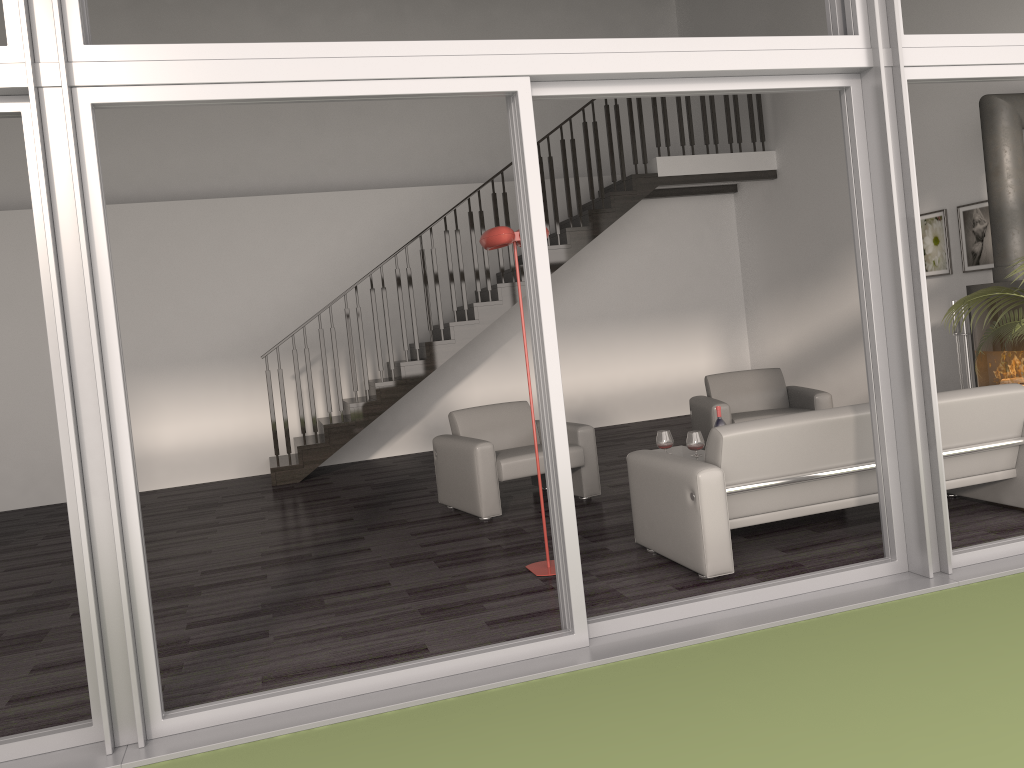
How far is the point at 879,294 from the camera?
3.87m

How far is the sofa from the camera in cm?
414

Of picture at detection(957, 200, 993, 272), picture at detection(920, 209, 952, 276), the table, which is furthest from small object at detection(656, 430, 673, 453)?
picture at detection(920, 209, 952, 276)

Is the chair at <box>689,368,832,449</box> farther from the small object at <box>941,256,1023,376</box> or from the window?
the window

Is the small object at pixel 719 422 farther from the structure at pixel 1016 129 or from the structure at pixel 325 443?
the structure at pixel 325 443

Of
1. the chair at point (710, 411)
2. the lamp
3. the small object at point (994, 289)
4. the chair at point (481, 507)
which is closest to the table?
the chair at point (481, 507)

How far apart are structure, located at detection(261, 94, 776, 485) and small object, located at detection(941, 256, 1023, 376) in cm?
439

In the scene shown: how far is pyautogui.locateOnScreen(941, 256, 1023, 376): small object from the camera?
5.6 meters

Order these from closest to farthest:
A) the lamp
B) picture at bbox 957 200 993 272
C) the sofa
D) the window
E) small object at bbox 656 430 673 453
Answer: the window → the sofa → the lamp → small object at bbox 656 430 673 453 → picture at bbox 957 200 993 272

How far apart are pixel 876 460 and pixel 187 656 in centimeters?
318cm
